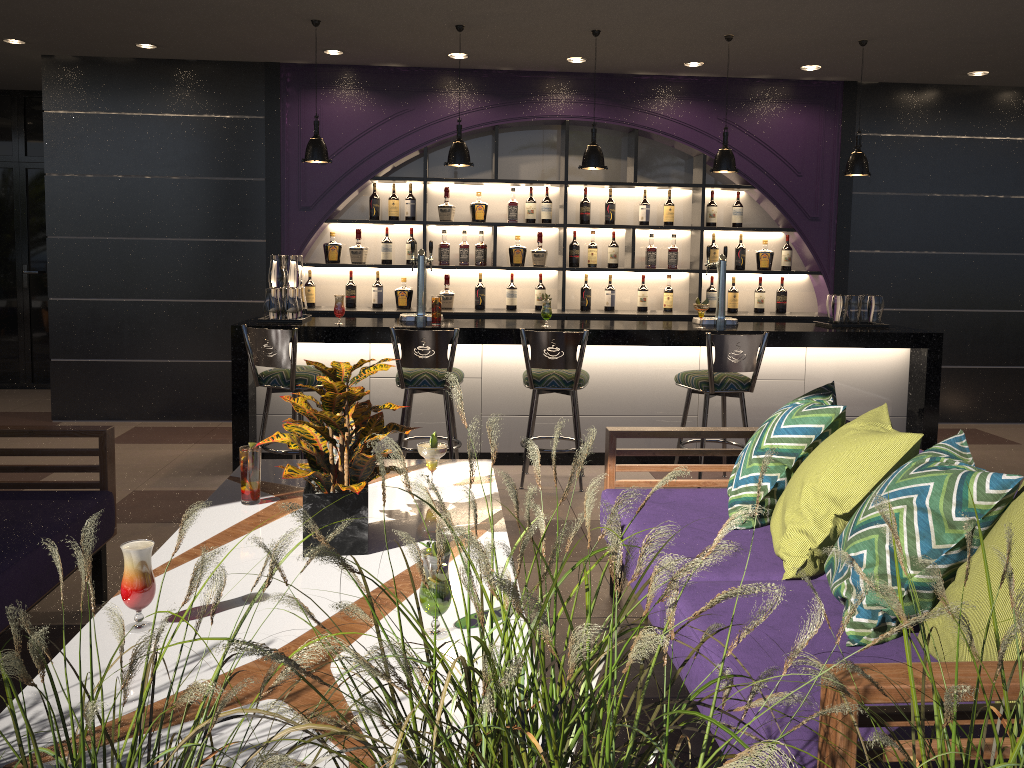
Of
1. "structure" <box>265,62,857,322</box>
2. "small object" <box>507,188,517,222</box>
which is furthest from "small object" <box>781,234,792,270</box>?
"small object" <box>507,188,517,222</box>

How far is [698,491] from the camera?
3.4m

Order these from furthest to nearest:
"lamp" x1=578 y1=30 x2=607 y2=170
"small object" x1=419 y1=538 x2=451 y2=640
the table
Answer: "lamp" x1=578 y1=30 x2=607 y2=170 < "small object" x1=419 y1=538 x2=451 y2=640 < the table

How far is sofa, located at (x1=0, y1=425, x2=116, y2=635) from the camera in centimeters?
262cm

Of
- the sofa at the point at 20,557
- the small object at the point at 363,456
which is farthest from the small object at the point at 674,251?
the small object at the point at 363,456

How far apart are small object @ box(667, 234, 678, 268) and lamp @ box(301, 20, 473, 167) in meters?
2.3

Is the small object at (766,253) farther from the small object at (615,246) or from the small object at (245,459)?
the small object at (245,459)

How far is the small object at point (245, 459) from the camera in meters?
2.8 m

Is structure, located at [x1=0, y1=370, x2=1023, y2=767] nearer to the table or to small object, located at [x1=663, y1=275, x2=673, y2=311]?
the table

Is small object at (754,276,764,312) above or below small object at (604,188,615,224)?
below
